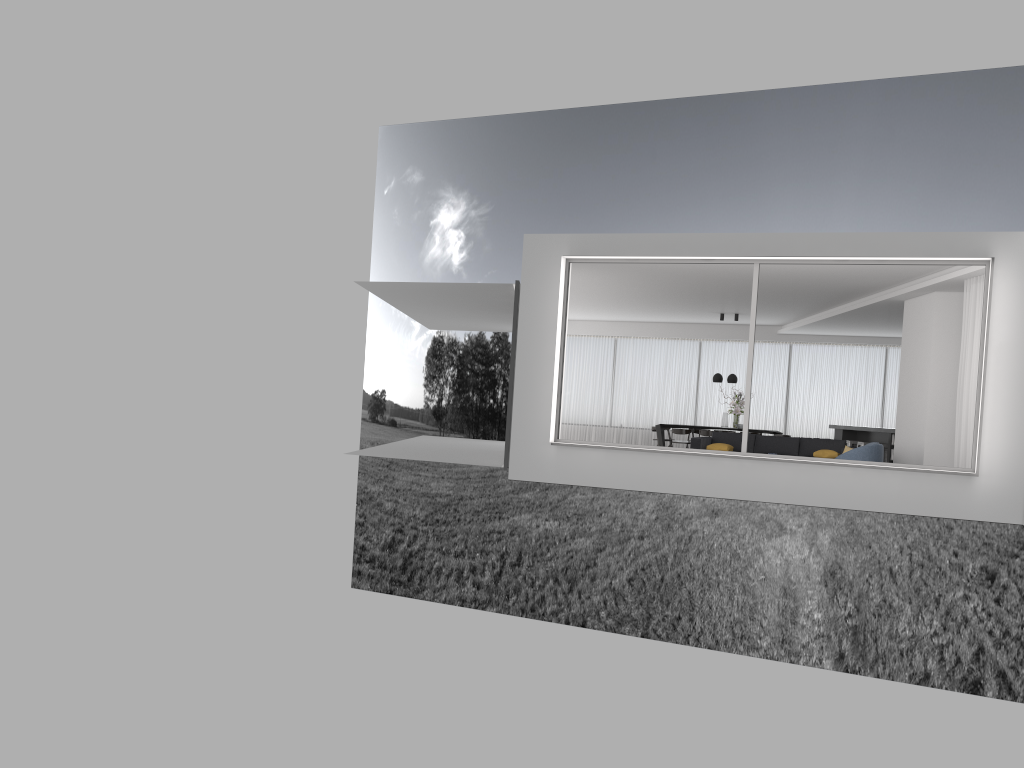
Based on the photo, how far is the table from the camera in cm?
1851

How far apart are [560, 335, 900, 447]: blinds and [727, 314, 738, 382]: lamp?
2.24m

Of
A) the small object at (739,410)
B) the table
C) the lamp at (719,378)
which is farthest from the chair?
the table

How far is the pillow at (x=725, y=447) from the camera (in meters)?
14.23

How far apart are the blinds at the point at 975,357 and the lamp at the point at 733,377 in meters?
7.2 m

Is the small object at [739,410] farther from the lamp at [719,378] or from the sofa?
the sofa

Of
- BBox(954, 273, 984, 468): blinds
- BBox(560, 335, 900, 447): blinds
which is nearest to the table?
BBox(560, 335, 900, 447): blinds

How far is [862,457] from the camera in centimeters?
1138cm

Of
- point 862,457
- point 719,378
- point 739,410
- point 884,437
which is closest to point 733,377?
point 719,378

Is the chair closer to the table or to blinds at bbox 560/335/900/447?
the table
